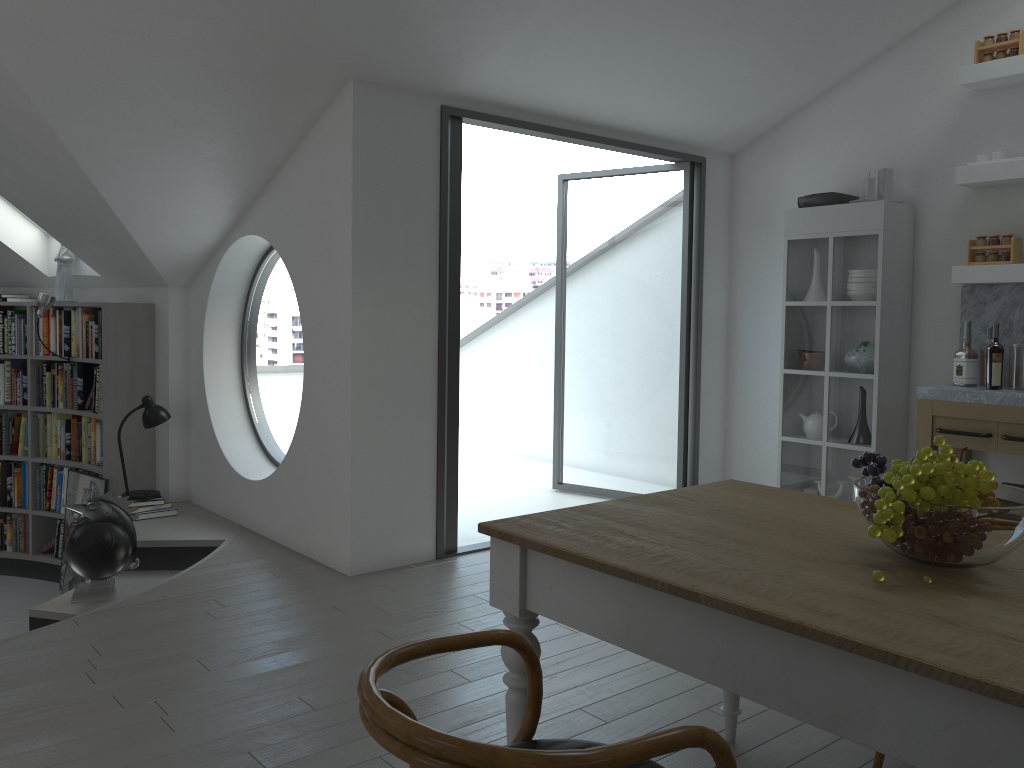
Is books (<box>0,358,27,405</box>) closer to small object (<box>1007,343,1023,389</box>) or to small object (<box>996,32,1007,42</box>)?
small object (<box>1007,343,1023,389</box>)

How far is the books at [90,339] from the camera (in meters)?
6.21

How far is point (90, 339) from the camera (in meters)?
6.21

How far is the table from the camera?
1.4 meters

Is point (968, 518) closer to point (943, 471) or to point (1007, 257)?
point (943, 471)

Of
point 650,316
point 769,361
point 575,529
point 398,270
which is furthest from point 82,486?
point 650,316

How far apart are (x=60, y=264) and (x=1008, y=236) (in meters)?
6.17

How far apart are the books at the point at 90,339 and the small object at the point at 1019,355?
5.7 meters

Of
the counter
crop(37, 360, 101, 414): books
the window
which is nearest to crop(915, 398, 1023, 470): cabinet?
the counter

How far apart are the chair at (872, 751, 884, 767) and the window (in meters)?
4.06
